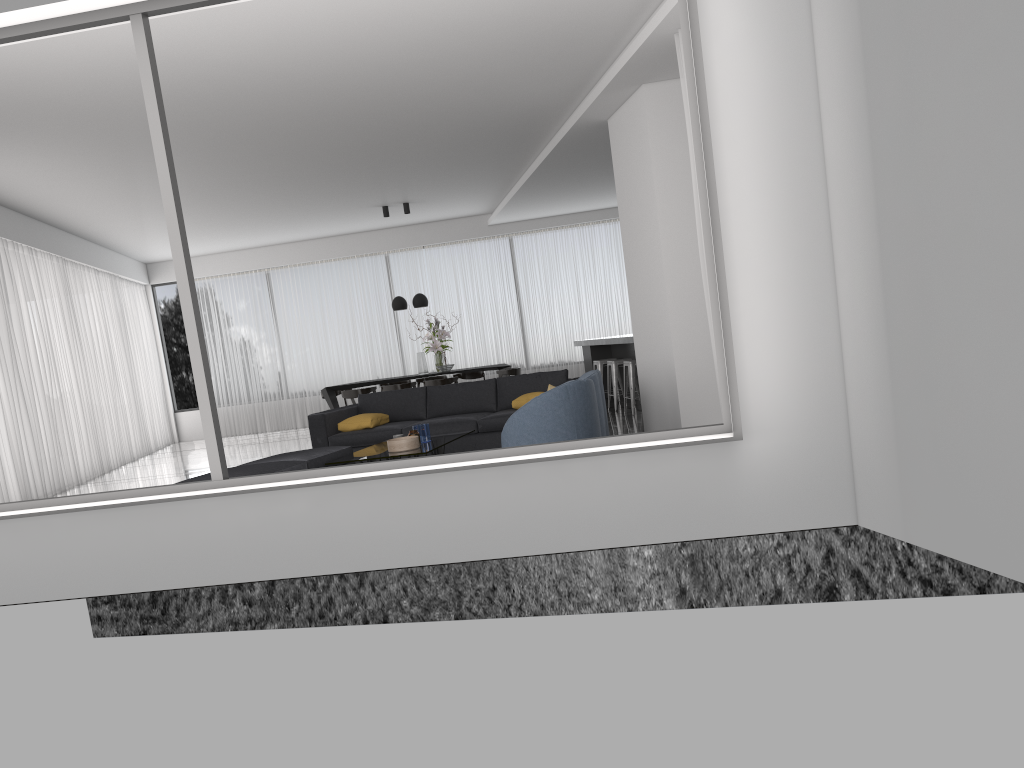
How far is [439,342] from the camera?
12.9m

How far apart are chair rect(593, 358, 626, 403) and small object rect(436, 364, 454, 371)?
2.2m

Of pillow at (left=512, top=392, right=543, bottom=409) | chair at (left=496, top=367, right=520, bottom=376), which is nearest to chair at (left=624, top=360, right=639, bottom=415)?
pillow at (left=512, top=392, right=543, bottom=409)

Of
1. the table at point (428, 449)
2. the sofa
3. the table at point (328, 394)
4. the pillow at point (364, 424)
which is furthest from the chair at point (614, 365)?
the table at point (428, 449)

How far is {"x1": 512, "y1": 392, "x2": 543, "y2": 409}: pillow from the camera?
8.60m

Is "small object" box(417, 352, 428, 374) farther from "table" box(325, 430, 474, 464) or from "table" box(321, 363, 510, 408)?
"table" box(325, 430, 474, 464)

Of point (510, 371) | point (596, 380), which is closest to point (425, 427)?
point (596, 380)

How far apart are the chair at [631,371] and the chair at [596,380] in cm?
309

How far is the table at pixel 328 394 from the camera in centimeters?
1301cm

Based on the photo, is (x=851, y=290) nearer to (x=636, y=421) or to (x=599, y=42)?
(x=599, y=42)
